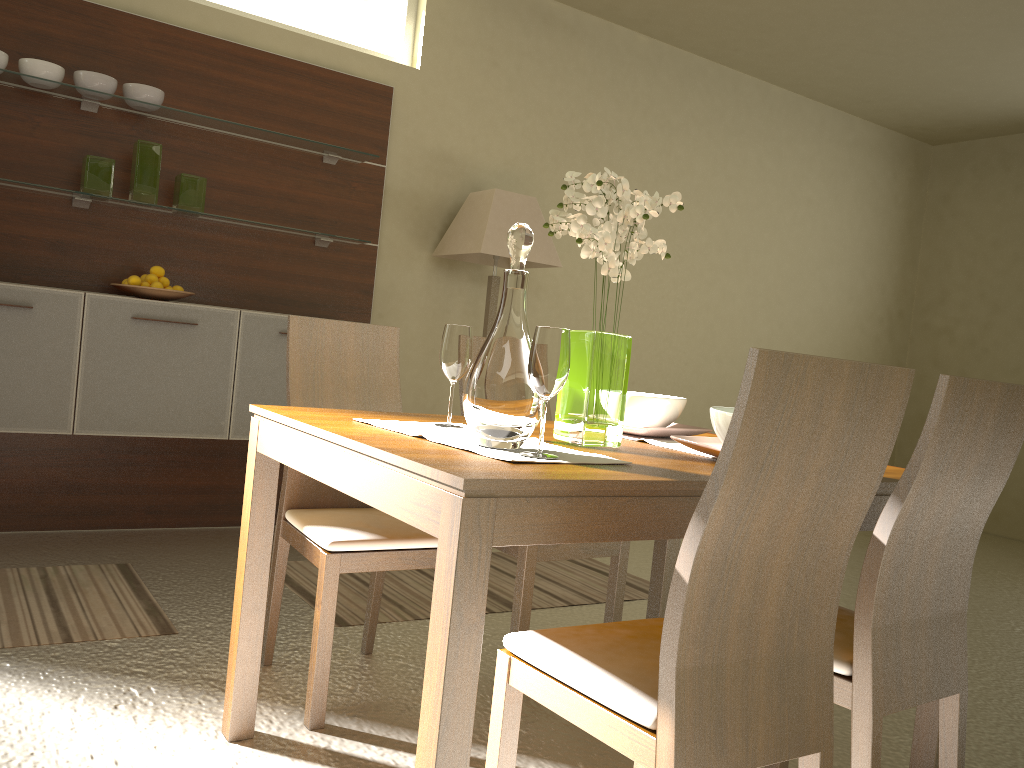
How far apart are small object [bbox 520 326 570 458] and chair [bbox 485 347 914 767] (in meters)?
0.33

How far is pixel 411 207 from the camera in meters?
4.7 m

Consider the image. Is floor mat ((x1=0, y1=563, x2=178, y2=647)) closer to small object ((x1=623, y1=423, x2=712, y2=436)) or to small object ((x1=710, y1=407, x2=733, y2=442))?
small object ((x1=623, y1=423, x2=712, y2=436))

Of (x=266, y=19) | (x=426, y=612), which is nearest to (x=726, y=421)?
(x=426, y=612)

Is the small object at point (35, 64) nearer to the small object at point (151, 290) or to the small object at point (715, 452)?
the small object at point (151, 290)

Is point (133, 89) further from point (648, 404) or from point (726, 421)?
point (726, 421)

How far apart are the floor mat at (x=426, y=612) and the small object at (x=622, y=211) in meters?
1.4

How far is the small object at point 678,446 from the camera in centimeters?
213cm

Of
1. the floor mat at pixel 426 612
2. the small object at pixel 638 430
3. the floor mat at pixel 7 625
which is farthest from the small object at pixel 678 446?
the floor mat at pixel 7 625

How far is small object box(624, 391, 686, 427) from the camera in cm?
226
